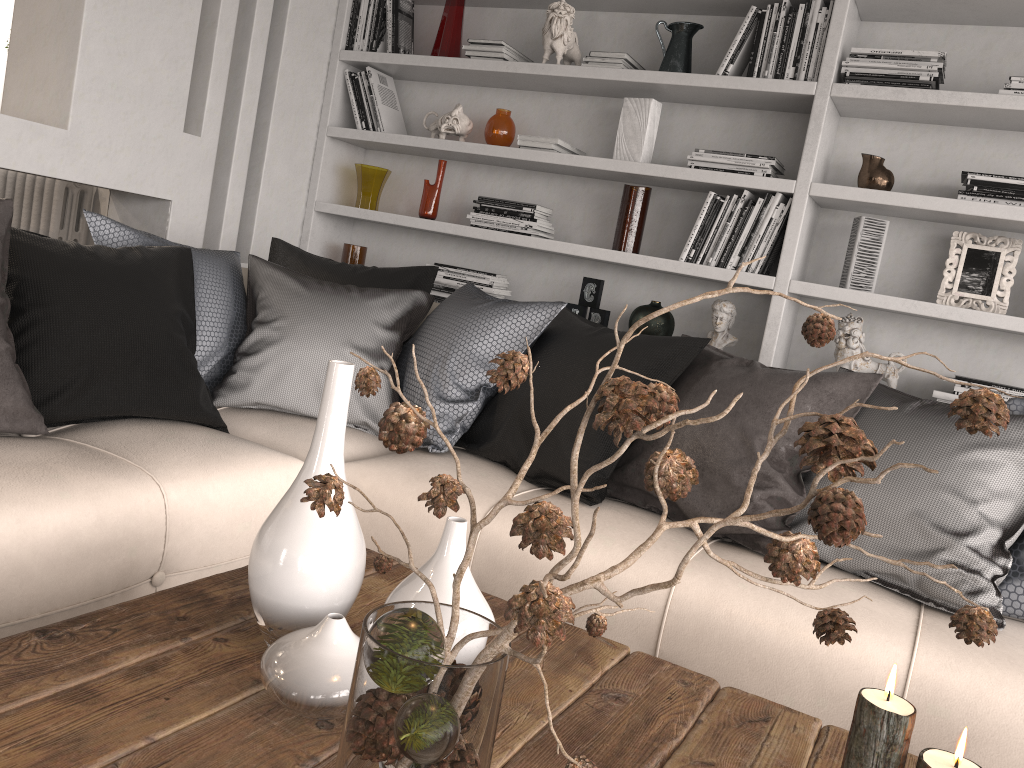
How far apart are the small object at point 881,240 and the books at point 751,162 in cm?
33

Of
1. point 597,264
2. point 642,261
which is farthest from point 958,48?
point 597,264

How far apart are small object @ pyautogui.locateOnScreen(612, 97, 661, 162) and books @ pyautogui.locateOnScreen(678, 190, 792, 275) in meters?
0.3 m

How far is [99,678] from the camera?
1.06m

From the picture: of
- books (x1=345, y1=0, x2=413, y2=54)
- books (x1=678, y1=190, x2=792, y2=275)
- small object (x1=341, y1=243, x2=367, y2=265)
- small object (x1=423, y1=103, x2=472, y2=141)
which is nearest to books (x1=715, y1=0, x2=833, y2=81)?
books (x1=678, y1=190, x2=792, y2=275)

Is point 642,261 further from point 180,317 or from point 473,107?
point 180,317

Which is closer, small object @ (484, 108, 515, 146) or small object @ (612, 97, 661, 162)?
small object @ (612, 97, 661, 162)

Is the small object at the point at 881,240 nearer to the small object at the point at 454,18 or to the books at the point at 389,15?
the small object at the point at 454,18

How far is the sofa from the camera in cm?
159

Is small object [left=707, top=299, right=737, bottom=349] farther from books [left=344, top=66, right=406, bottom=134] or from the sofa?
books [left=344, top=66, right=406, bottom=134]
